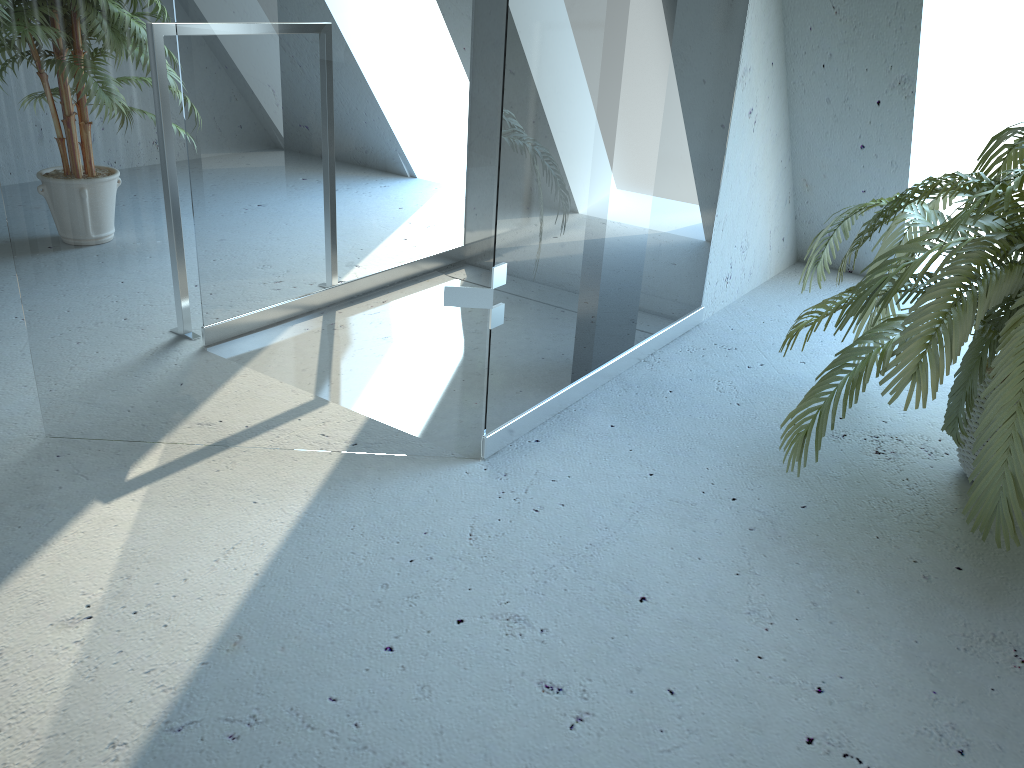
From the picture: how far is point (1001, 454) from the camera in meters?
1.7

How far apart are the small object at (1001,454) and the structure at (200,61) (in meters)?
0.42

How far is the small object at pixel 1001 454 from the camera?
1.7 meters

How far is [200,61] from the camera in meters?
1.7 m

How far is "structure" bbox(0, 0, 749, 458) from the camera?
1.7m

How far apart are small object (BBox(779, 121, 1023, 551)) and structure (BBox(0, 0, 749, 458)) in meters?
0.4

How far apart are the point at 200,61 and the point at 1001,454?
1.69m

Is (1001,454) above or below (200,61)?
below
